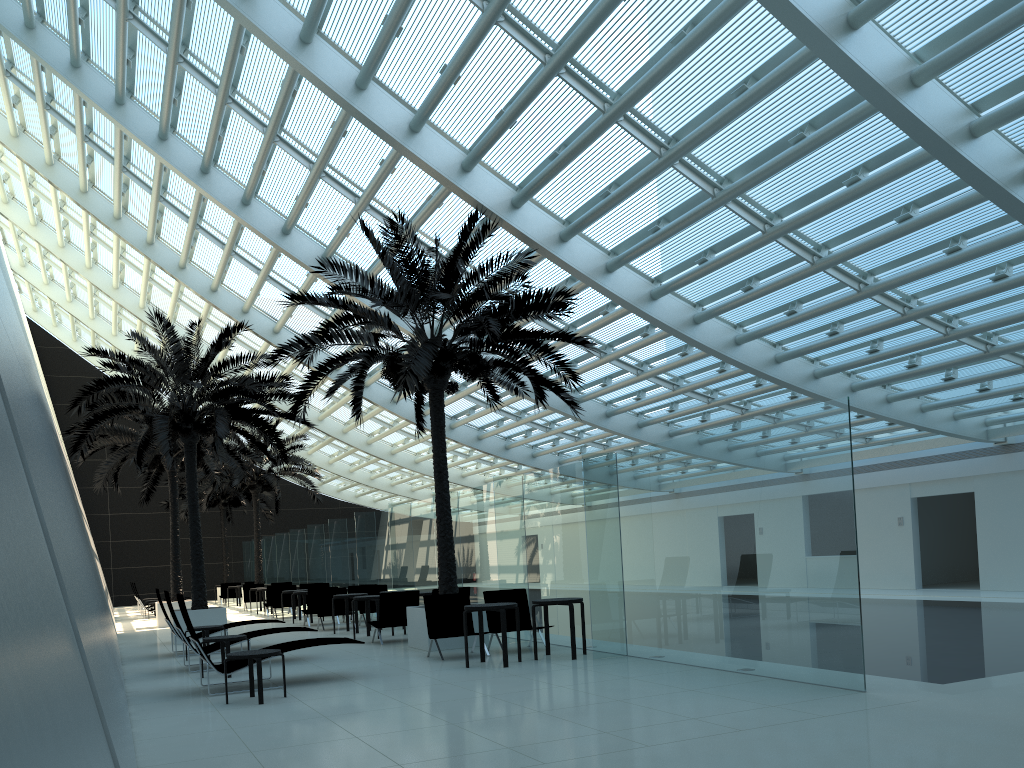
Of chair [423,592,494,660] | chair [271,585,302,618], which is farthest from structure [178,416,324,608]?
chair [423,592,494,660]

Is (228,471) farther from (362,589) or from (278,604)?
(362,589)

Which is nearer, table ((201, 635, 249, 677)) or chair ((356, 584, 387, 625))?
table ((201, 635, 249, 677))

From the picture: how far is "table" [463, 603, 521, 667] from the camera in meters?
10.5 m

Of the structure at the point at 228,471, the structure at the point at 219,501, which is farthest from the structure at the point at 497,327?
the structure at the point at 219,501

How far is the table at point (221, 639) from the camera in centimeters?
1098cm

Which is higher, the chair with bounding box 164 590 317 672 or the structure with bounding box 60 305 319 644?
the structure with bounding box 60 305 319 644

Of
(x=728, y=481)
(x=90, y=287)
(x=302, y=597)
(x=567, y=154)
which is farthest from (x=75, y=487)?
(x=728, y=481)

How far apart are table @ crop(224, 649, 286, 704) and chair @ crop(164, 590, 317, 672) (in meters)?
3.36

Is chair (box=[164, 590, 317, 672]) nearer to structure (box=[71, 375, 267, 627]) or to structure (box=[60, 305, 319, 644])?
structure (box=[60, 305, 319, 644])
